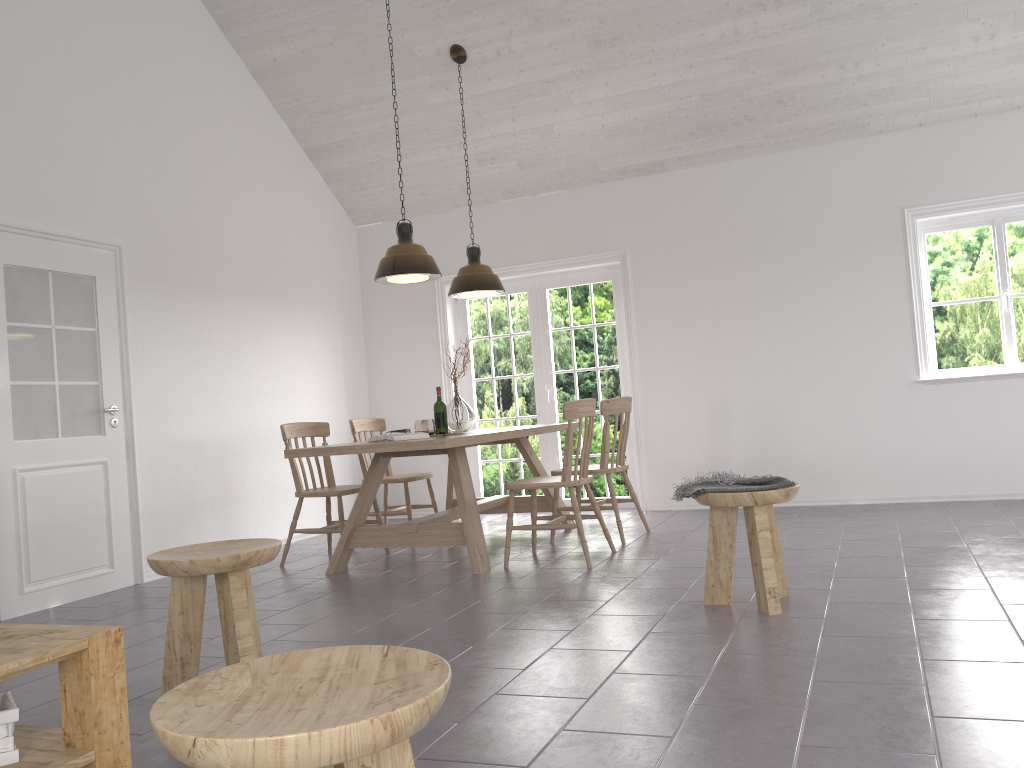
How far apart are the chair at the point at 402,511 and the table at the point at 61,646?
4.3m

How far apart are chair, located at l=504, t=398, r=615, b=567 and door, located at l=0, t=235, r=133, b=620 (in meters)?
2.32

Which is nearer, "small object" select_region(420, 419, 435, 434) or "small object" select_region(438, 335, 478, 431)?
"small object" select_region(420, 419, 435, 434)

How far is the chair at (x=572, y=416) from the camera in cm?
481

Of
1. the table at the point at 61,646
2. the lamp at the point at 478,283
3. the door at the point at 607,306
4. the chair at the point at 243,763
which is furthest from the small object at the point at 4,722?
the door at the point at 607,306

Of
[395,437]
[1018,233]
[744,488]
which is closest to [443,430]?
[395,437]

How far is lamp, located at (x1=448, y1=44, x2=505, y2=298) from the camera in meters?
6.1 m

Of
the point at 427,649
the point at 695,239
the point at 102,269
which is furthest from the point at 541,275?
the point at 427,649

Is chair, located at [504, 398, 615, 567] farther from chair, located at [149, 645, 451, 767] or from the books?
chair, located at [149, 645, 451, 767]

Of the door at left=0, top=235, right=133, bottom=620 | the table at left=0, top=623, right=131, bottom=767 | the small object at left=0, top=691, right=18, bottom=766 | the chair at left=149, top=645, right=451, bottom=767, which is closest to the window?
the door at left=0, top=235, right=133, bottom=620
